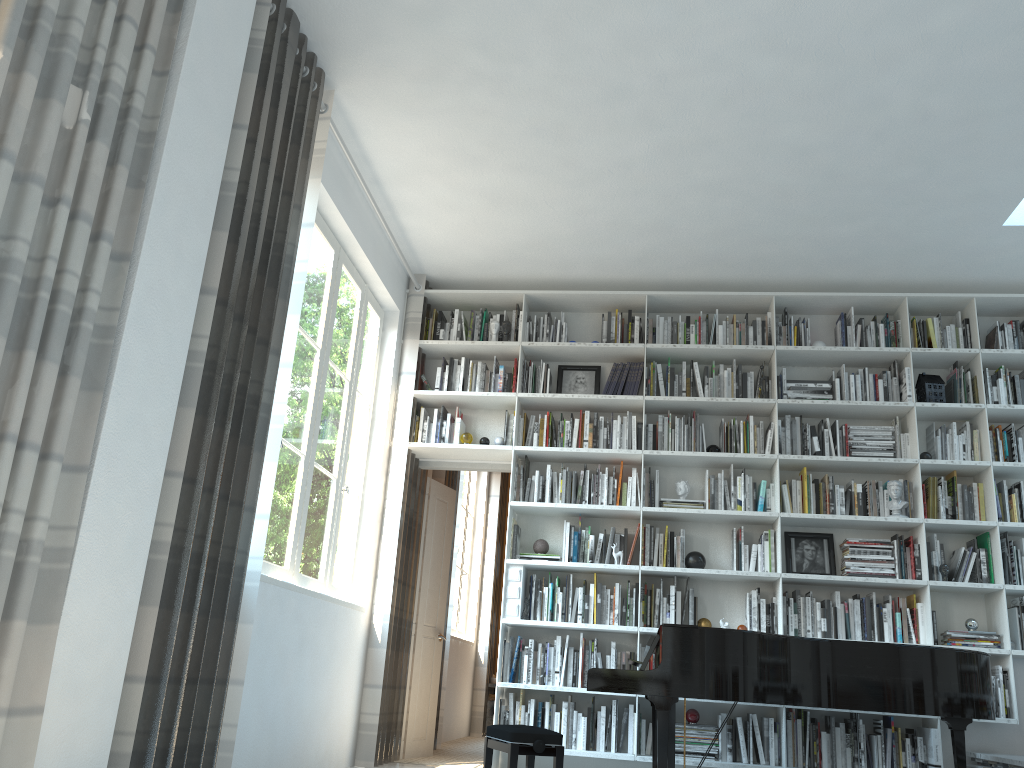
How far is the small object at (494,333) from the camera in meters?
6.1

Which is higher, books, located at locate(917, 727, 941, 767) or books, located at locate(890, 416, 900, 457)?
books, located at locate(890, 416, 900, 457)

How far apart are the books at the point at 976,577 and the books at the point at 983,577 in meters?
0.1 m

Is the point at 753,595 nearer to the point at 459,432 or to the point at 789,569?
the point at 789,569

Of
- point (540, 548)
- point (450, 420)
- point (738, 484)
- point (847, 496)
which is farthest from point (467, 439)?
point (847, 496)

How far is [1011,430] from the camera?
5.5 meters

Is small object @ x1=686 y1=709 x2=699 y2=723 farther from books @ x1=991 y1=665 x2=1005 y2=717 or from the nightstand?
the nightstand

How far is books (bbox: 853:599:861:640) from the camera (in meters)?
5.26

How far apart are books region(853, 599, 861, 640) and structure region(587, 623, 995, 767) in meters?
1.0

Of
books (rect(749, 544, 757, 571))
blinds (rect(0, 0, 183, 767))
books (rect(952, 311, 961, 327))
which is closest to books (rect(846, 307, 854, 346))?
books (rect(952, 311, 961, 327))
